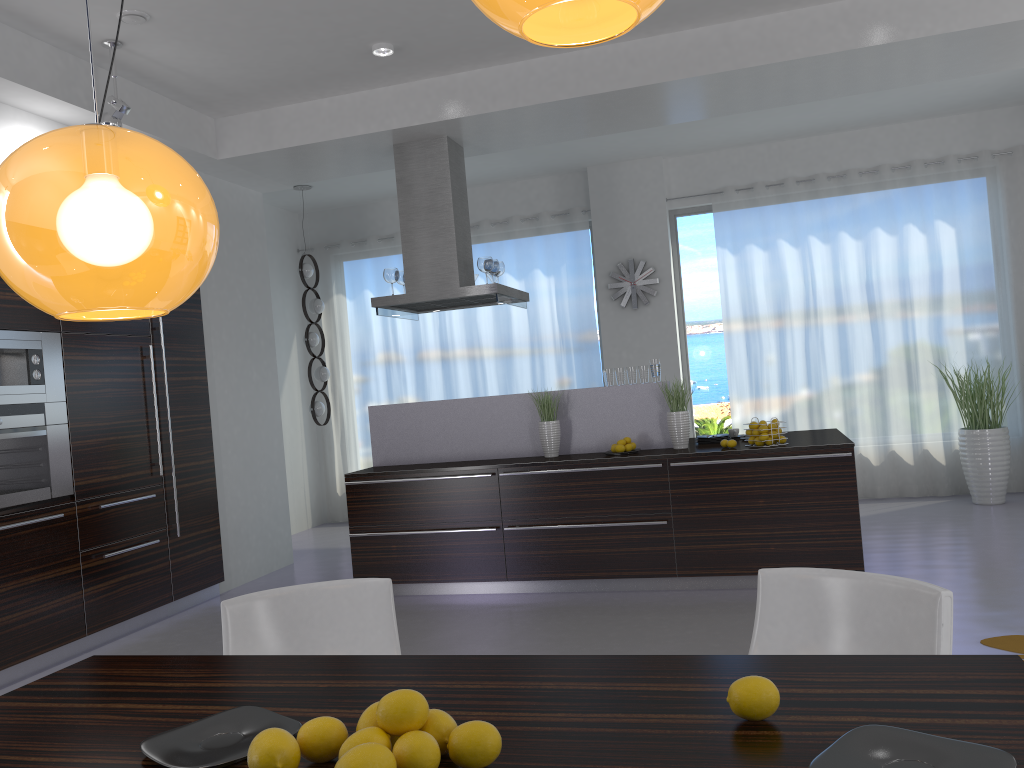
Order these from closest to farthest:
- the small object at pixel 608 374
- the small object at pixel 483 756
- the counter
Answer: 1. the small object at pixel 483 756
2. the counter
3. the small object at pixel 608 374

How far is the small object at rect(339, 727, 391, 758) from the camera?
1.3 meters

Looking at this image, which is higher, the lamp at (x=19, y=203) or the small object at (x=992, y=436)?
the lamp at (x=19, y=203)

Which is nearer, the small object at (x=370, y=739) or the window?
the small object at (x=370, y=739)

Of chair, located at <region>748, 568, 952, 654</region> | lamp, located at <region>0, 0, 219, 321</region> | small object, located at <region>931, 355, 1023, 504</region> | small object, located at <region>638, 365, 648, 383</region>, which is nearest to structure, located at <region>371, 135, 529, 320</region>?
small object, located at <region>638, 365, 648, 383</region>

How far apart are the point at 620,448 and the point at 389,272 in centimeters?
224cm

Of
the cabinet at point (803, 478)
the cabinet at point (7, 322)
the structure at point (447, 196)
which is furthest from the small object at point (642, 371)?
the cabinet at point (7, 322)

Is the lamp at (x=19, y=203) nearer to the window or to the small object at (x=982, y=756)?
the small object at (x=982, y=756)

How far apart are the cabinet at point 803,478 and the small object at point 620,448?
0.19m

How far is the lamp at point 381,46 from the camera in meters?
5.4 m
